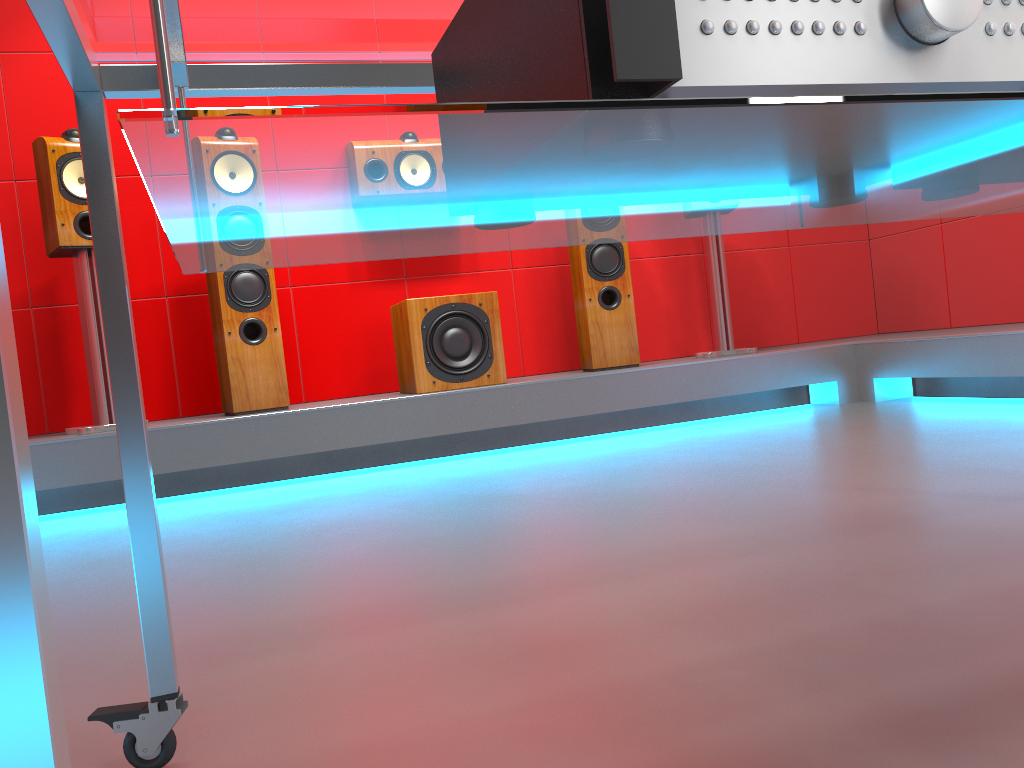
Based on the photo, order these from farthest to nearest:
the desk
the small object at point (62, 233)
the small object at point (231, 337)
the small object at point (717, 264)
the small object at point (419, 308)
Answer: the small object at point (717, 264) → the small object at point (419, 308) → the small object at point (231, 337) → the small object at point (62, 233) → the desk

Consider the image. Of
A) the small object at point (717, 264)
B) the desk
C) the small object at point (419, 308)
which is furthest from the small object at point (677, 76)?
the small object at point (717, 264)

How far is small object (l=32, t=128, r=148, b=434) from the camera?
3.00m

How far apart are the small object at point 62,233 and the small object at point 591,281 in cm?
183

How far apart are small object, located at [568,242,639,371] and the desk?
2.6 meters

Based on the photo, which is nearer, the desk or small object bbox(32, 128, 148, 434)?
the desk

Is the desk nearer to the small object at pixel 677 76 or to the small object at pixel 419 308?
the small object at pixel 677 76

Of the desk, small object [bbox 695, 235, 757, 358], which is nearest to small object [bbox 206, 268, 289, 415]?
small object [bbox 695, 235, 757, 358]

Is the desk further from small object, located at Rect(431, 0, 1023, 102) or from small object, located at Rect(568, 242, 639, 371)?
small object, located at Rect(568, 242, 639, 371)

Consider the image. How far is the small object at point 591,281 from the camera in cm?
366
